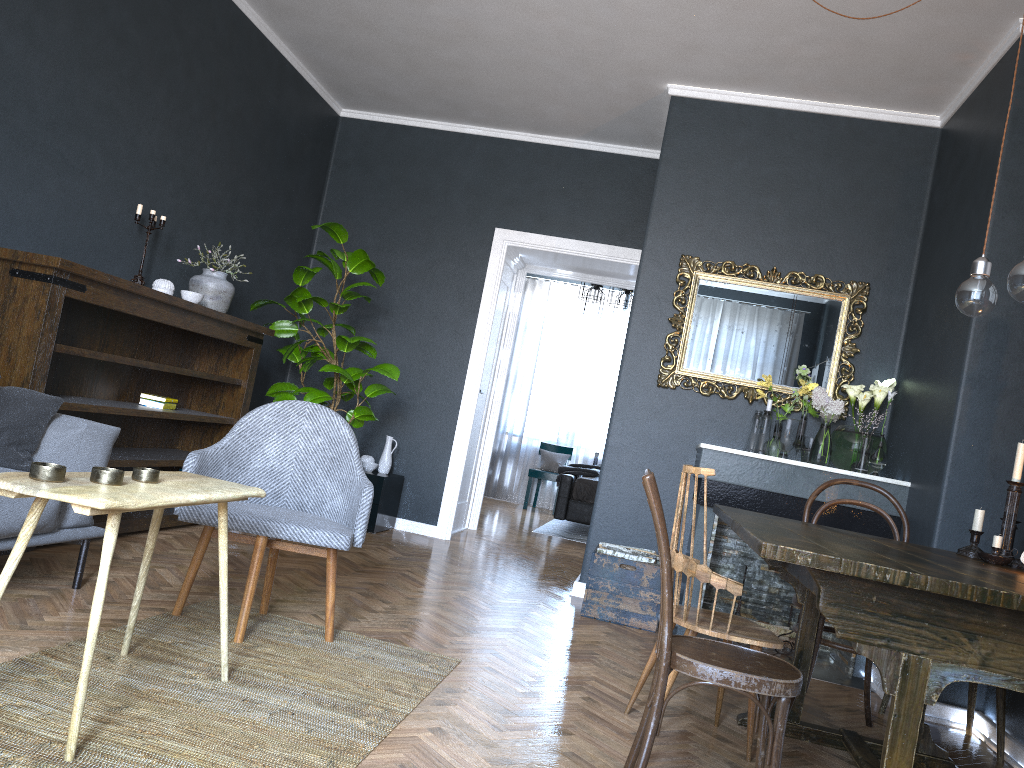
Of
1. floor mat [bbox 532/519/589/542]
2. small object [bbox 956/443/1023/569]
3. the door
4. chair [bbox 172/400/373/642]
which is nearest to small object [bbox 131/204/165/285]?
chair [bbox 172/400/373/642]

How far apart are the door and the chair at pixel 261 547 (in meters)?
3.32

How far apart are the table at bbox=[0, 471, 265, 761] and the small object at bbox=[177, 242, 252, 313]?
2.48m

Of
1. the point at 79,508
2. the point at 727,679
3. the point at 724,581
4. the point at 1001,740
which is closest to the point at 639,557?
the point at 1001,740

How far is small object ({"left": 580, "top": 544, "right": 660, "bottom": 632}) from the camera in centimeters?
440cm

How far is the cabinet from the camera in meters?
5.9

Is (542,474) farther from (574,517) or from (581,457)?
(574,517)

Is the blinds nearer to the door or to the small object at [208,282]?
the door

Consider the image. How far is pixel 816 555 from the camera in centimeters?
175cm

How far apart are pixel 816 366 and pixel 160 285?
3.52m
